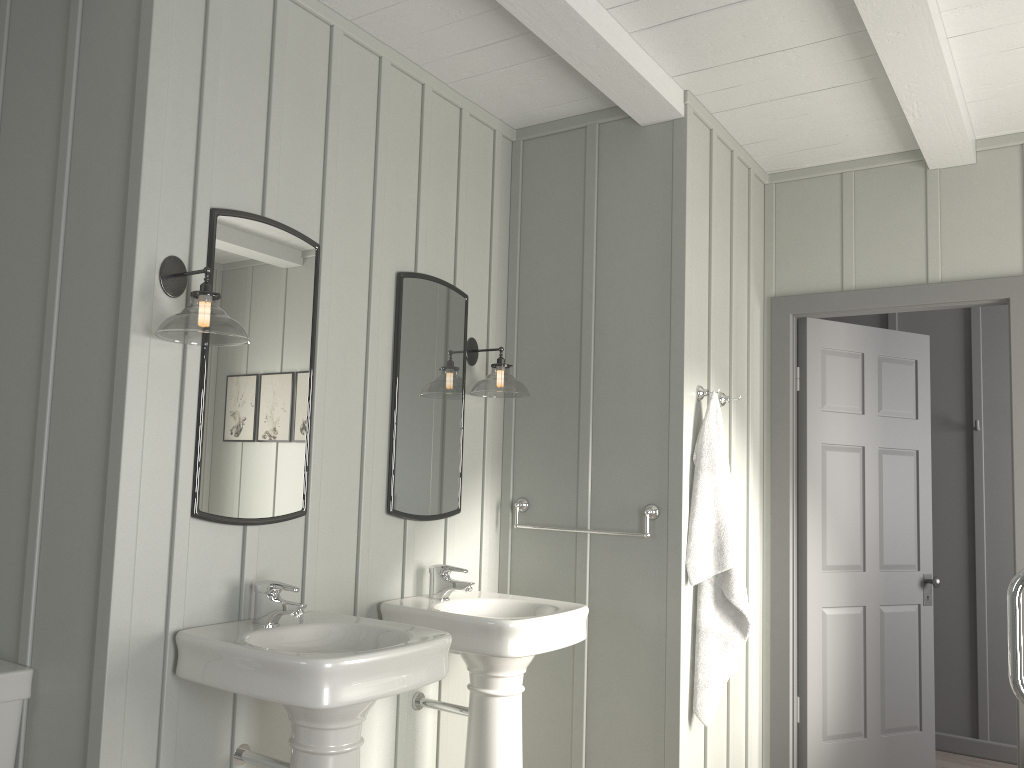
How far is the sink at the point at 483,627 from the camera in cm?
264

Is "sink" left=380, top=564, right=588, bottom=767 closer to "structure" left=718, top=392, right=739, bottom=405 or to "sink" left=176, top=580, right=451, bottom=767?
"sink" left=176, top=580, right=451, bottom=767

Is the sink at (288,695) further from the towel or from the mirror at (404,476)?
the towel

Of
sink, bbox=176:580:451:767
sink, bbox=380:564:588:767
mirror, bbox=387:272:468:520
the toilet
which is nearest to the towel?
sink, bbox=380:564:588:767

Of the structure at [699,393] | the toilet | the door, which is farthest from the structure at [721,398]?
the toilet

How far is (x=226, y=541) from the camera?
2.38m

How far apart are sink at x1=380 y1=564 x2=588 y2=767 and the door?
1.36m

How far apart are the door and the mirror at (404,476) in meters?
1.6 m

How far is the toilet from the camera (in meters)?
2.16

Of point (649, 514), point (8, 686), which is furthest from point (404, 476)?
point (8, 686)
